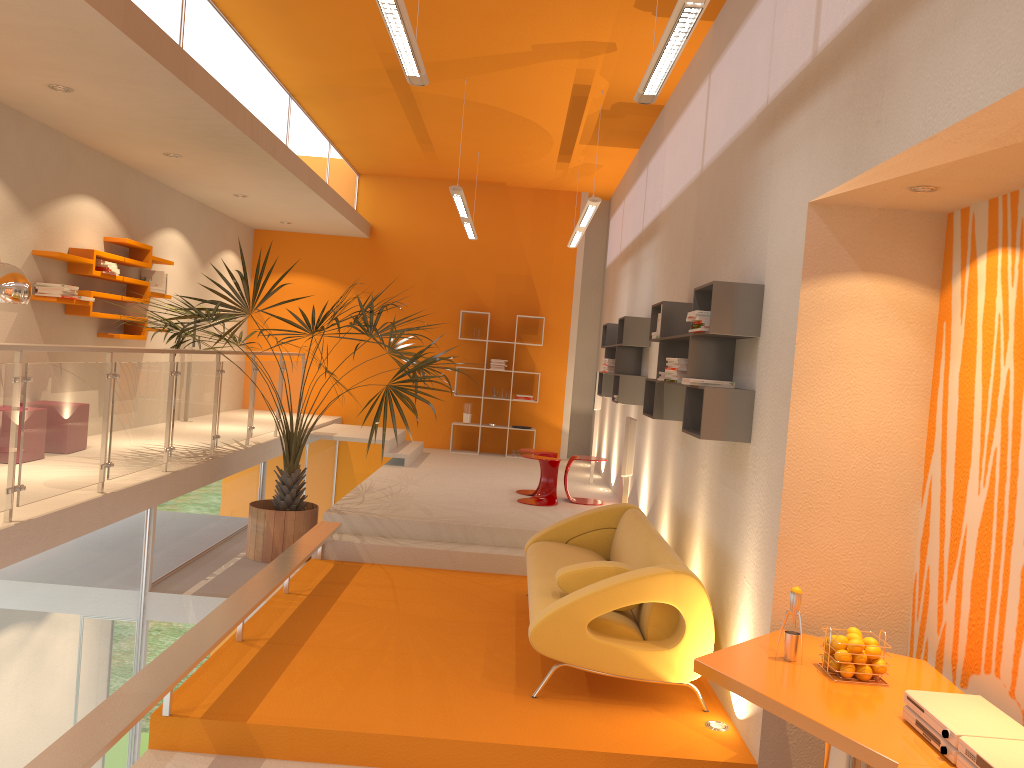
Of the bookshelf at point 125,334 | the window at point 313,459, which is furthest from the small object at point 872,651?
the window at point 313,459

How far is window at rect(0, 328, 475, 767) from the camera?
4.6 meters

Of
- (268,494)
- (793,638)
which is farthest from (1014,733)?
(268,494)

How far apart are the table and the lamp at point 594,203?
4.9m

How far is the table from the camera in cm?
267

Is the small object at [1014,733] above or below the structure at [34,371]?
below

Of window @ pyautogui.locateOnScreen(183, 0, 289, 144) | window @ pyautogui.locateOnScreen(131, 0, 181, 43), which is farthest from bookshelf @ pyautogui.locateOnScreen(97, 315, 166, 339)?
window @ pyautogui.locateOnScreen(131, 0, 181, 43)

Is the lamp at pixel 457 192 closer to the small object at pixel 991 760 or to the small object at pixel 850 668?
the small object at pixel 850 668

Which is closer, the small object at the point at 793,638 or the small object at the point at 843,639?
the small object at the point at 843,639

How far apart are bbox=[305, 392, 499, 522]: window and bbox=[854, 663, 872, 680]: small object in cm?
882
